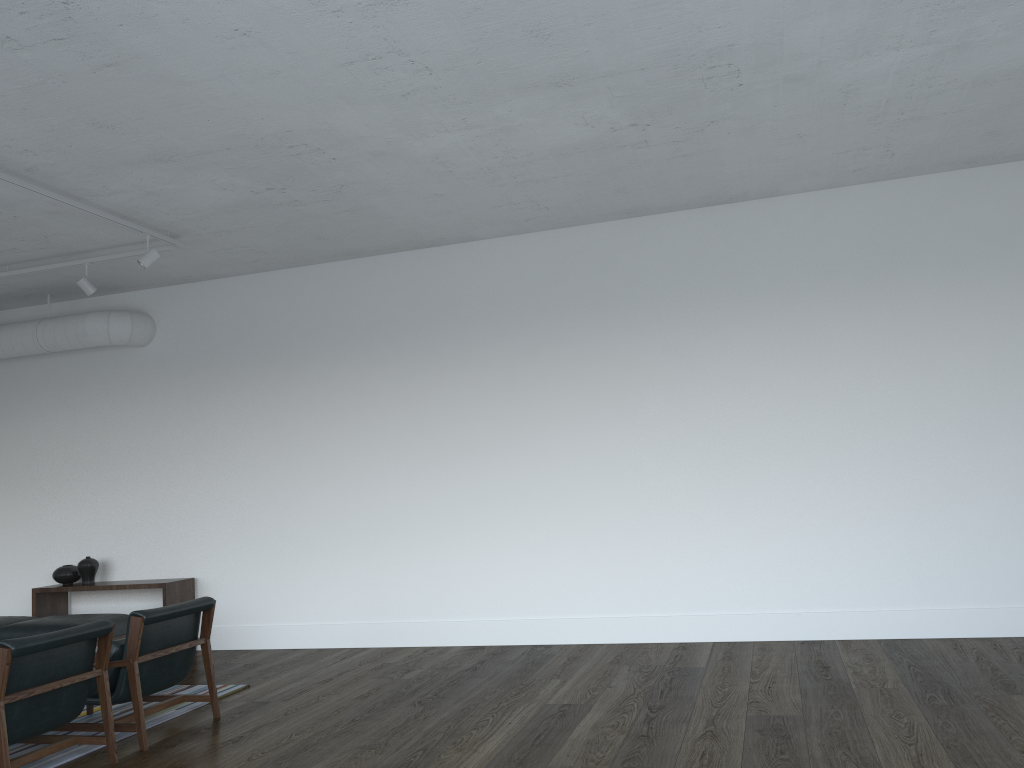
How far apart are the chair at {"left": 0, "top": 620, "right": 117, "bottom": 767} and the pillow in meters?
0.3 m

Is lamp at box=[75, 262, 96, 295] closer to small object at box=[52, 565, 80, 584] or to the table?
the table

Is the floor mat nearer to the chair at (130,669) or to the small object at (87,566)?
the chair at (130,669)

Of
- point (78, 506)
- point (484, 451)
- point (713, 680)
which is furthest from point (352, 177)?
point (78, 506)

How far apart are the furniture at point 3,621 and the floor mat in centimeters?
168cm

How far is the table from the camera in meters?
7.3

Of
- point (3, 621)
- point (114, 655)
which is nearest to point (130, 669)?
point (114, 655)

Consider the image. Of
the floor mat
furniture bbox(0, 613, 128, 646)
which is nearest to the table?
furniture bbox(0, 613, 128, 646)

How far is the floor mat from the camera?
4.43m

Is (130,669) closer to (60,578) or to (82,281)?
(82,281)
